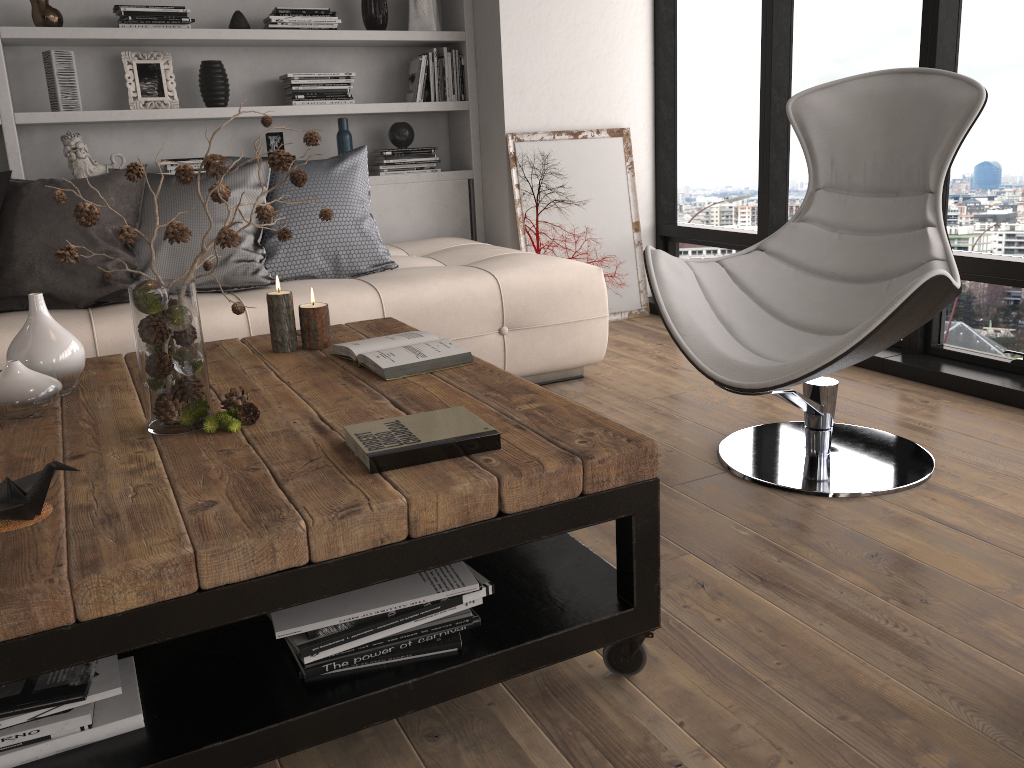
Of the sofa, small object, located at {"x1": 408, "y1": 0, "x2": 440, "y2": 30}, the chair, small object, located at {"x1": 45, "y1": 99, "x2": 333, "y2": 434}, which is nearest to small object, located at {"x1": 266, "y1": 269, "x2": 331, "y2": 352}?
small object, located at {"x1": 45, "y1": 99, "x2": 333, "y2": 434}

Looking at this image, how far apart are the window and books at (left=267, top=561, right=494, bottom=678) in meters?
2.3

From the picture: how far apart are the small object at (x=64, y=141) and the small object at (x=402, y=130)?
1.3m

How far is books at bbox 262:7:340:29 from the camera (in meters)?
4.06

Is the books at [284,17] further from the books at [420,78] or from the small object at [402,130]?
the small object at [402,130]

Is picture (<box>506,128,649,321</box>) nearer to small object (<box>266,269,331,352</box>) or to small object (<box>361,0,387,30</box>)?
small object (<box>361,0,387,30</box>)

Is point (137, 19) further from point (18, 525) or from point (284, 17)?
point (18, 525)

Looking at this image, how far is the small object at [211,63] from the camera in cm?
405

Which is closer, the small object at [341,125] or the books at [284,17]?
the books at [284,17]

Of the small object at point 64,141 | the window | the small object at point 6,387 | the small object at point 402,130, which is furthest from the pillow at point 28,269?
the window
